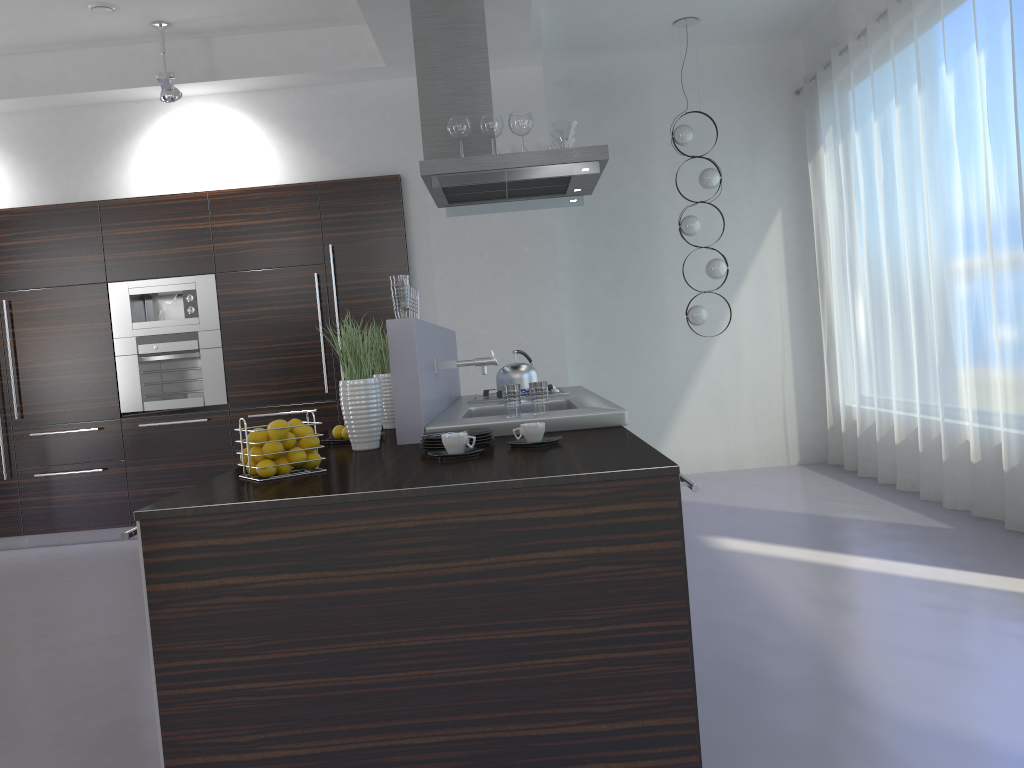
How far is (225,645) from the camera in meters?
2.1 m

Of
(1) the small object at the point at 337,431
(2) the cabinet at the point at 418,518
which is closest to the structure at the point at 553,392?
(1) the small object at the point at 337,431

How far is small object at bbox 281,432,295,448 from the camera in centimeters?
251cm

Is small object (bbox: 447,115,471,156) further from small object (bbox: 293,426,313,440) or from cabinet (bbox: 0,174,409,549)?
small object (bbox: 293,426,313,440)

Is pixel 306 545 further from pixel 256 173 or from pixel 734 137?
pixel 734 137

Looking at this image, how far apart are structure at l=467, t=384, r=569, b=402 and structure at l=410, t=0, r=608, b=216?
1.1m

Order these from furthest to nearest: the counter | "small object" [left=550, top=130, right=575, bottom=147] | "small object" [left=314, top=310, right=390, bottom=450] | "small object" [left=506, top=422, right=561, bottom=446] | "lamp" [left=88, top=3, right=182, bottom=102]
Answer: "lamp" [left=88, top=3, right=182, bottom=102] → "small object" [left=550, top=130, right=575, bottom=147] → "small object" [left=314, top=310, right=390, bottom=450] → "small object" [left=506, top=422, right=561, bottom=446] → the counter

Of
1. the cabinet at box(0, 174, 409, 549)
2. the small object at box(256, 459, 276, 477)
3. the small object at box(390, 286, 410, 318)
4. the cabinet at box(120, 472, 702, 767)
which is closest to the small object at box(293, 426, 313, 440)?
the small object at box(256, 459, 276, 477)

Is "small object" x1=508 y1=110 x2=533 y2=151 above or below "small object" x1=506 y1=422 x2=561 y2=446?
above

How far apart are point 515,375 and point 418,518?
2.45m
